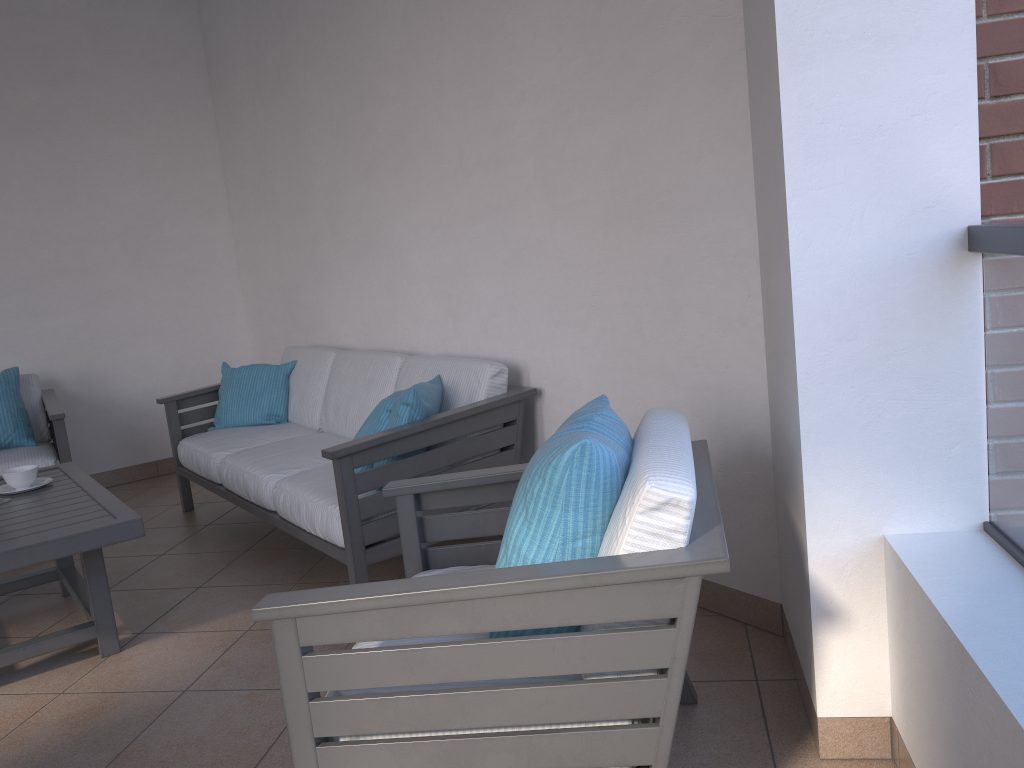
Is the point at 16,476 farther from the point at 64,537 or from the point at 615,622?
the point at 615,622

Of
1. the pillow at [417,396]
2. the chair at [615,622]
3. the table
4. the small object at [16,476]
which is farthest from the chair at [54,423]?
the chair at [615,622]

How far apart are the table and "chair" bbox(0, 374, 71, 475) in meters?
0.8 m

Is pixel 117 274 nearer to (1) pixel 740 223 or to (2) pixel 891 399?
(1) pixel 740 223

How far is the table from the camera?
2.6m

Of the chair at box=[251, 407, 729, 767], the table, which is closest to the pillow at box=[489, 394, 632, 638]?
the chair at box=[251, 407, 729, 767]

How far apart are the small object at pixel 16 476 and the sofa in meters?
0.7

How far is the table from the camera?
2.56m

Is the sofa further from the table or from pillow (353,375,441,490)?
the table

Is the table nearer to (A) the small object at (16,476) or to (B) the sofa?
(A) the small object at (16,476)
